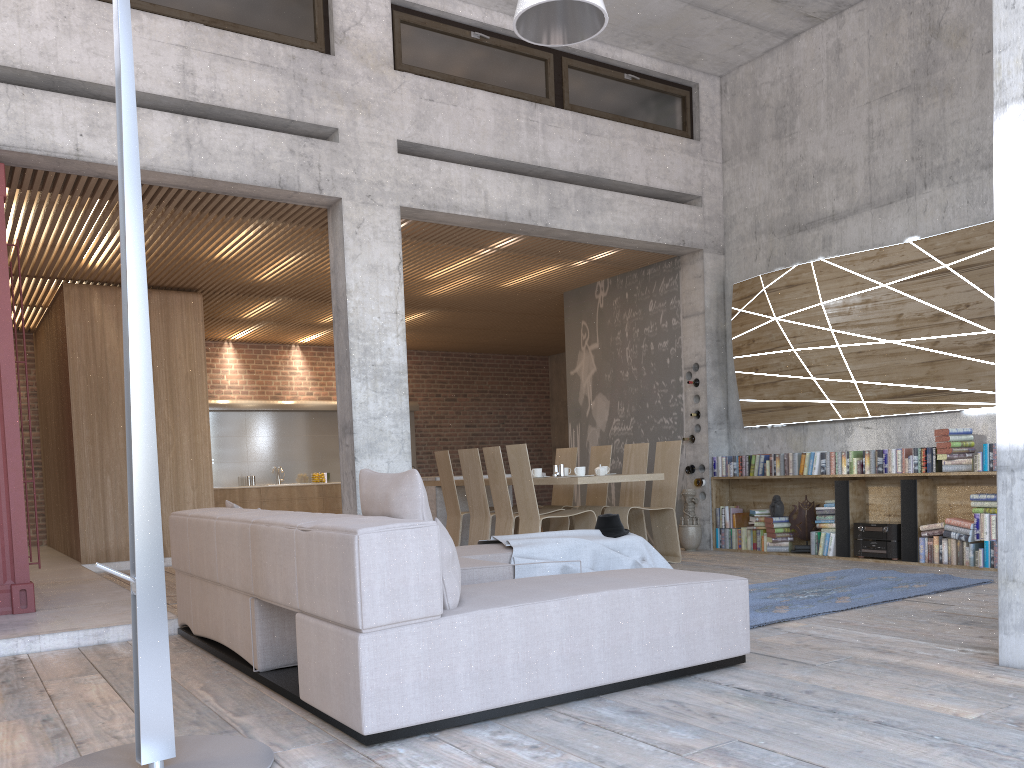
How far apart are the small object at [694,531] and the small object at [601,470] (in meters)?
1.65

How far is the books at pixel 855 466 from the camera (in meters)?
8.04

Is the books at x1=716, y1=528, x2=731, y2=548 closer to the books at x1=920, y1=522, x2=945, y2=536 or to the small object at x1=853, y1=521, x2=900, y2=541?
the small object at x1=853, y1=521, x2=900, y2=541

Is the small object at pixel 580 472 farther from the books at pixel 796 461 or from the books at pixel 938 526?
the books at pixel 938 526

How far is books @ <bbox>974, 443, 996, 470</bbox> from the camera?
7.0 meters

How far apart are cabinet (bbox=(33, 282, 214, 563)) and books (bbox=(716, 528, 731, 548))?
5.9 meters

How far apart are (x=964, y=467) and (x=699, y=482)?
2.89m

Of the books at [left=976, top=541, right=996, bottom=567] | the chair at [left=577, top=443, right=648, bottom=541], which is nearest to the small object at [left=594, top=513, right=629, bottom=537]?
the chair at [left=577, top=443, right=648, bottom=541]

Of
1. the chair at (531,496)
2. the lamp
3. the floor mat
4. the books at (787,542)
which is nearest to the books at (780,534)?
the books at (787,542)

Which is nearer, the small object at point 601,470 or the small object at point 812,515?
the small object at point 601,470
